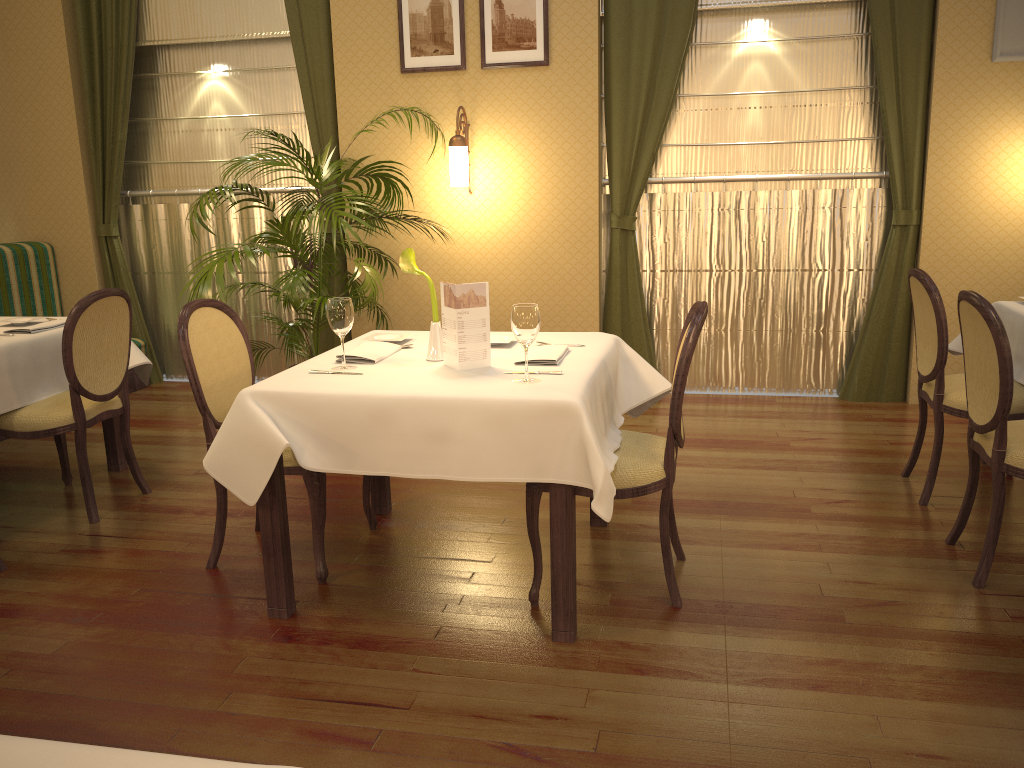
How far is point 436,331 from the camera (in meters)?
2.97

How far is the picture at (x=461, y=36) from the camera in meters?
5.3 m

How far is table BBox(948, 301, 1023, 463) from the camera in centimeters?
363cm

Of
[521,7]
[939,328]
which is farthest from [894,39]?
[939,328]

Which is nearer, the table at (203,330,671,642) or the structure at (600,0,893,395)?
the table at (203,330,671,642)

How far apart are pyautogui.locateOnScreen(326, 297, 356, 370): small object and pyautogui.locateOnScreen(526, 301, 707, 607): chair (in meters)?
0.71

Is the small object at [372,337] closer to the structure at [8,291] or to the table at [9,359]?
the table at [9,359]

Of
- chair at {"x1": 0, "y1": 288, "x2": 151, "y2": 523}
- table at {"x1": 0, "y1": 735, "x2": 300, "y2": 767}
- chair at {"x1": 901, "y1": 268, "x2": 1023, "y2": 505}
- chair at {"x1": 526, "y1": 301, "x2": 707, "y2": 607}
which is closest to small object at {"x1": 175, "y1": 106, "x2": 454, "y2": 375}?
chair at {"x1": 0, "y1": 288, "x2": 151, "y2": 523}

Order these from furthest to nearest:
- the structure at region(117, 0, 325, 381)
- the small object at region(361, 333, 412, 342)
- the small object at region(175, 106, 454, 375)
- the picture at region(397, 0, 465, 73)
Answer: the structure at region(117, 0, 325, 381) → the picture at region(397, 0, 465, 73) → the small object at region(175, 106, 454, 375) → the small object at region(361, 333, 412, 342)

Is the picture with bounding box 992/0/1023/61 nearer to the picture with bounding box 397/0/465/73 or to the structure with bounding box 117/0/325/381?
the picture with bounding box 397/0/465/73
